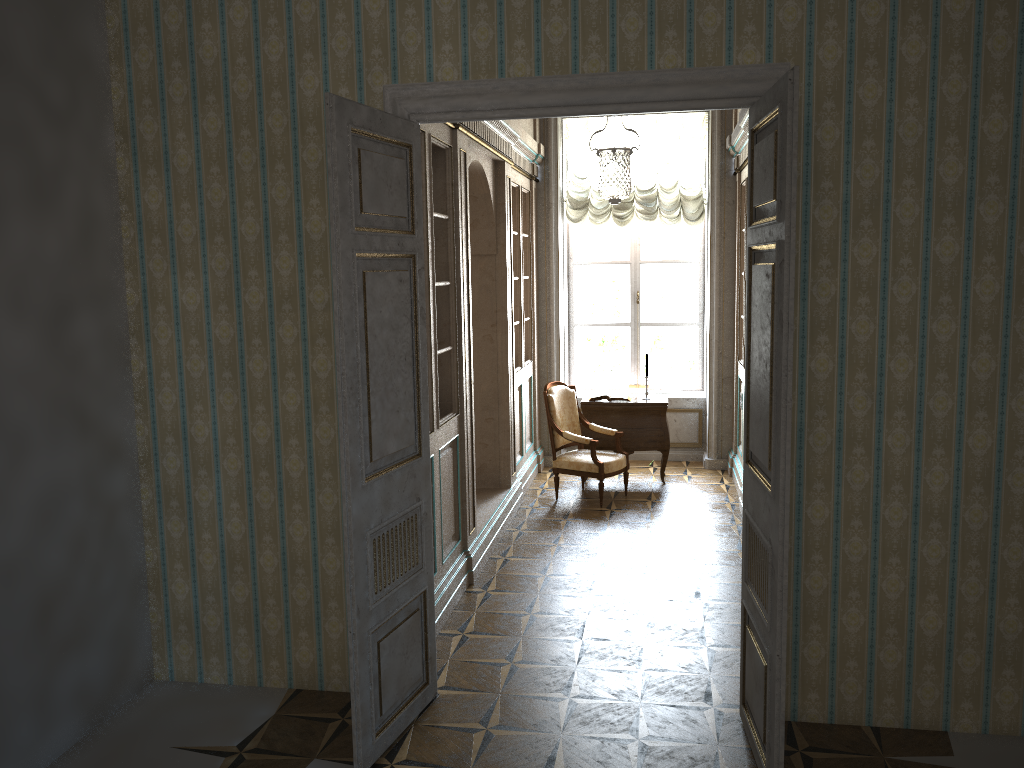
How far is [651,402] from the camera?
8.19m

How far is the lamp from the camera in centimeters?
613cm

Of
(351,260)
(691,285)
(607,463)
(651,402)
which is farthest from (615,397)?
(351,260)

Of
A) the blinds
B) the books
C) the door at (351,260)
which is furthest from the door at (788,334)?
the blinds

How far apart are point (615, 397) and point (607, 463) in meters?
1.0 m

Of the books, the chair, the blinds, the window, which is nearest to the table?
the books

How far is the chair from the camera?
7.5 meters

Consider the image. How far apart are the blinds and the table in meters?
1.8

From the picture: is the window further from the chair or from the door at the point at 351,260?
the door at the point at 351,260

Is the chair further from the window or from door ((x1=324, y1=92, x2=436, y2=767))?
door ((x1=324, y1=92, x2=436, y2=767))
